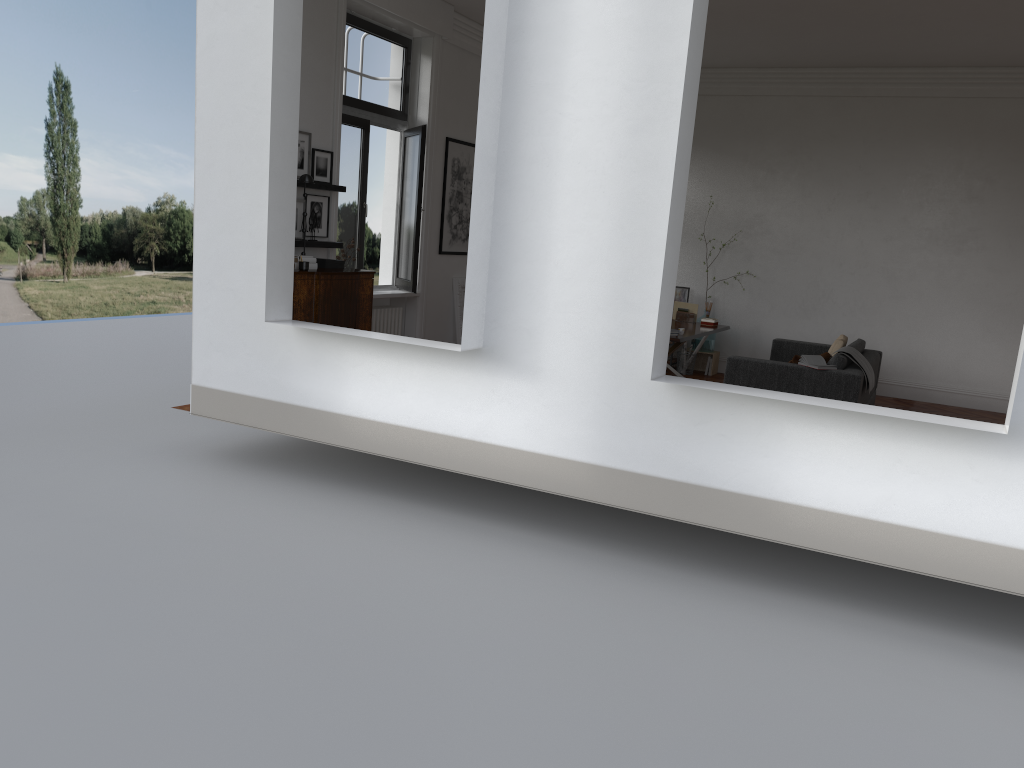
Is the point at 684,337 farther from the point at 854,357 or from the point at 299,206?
the point at 299,206

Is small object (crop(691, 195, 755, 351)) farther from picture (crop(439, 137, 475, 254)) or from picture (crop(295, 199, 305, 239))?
picture (crop(295, 199, 305, 239))

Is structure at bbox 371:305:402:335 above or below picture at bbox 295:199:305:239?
below

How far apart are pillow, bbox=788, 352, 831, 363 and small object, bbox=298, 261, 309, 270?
4.6m

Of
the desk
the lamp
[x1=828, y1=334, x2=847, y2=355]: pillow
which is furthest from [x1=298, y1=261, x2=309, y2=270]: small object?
[x1=828, y1=334, x2=847, y2=355]: pillow

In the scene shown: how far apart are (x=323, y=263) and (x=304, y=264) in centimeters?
61cm

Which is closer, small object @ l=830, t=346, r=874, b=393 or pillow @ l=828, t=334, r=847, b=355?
small object @ l=830, t=346, r=874, b=393

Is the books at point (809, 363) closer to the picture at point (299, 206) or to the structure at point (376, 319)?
the structure at point (376, 319)

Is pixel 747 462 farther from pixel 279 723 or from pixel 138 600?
pixel 138 600

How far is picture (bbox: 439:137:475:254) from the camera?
10.3 meters
